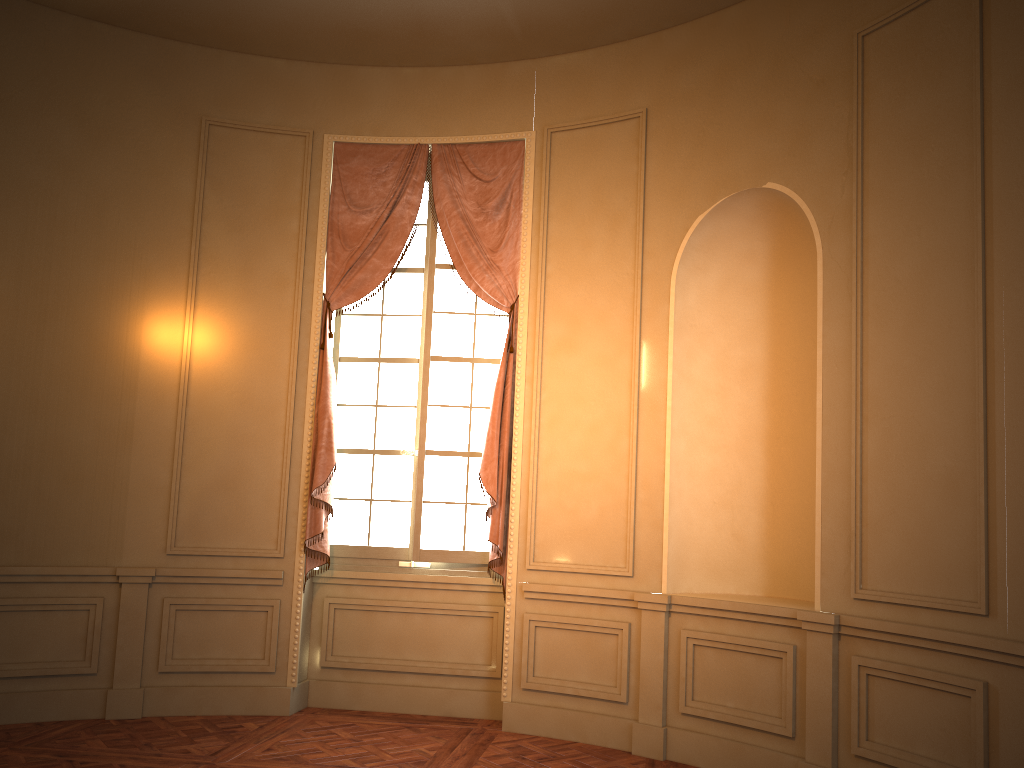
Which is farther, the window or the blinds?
the window

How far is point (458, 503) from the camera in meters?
5.7 m

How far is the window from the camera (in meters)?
5.75

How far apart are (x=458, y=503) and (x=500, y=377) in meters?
0.9

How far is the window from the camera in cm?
575

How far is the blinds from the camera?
5.5m

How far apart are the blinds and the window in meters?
0.1 m

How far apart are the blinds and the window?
0.10m
